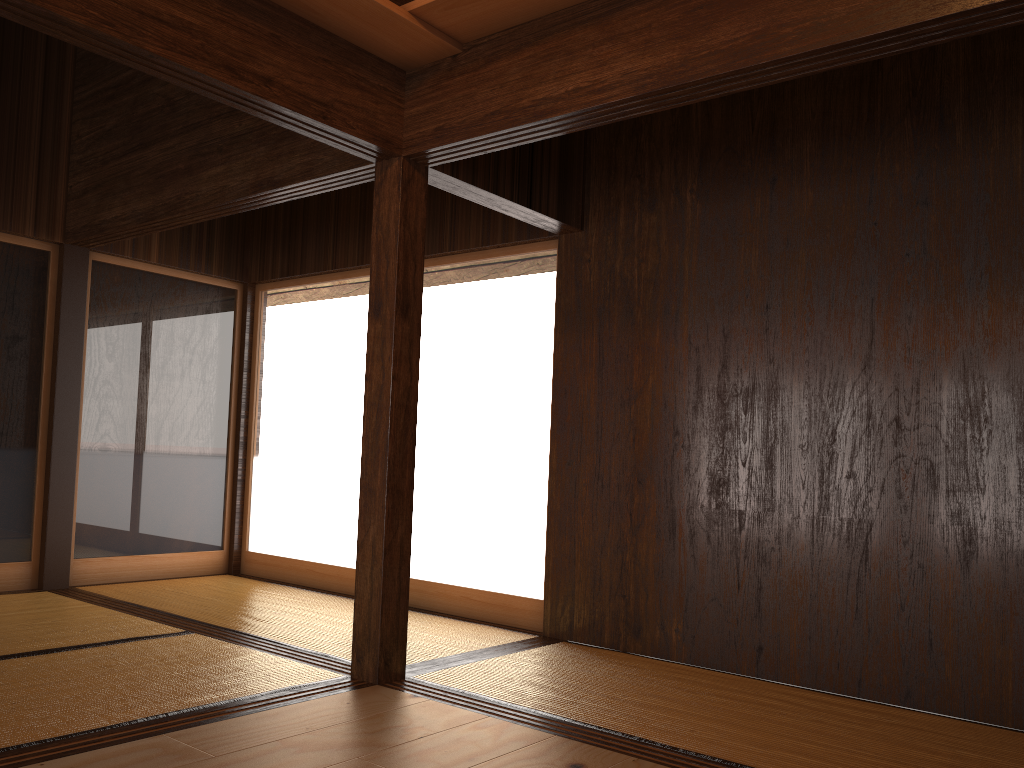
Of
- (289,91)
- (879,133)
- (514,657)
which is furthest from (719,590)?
(289,91)

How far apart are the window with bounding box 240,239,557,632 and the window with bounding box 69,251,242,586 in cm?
13

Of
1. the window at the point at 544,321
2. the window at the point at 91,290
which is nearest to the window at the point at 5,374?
the window at the point at 91,290

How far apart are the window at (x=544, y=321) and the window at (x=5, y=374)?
1.3m

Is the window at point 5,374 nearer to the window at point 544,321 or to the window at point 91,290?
the window at point 91,290

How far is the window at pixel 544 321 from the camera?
4.67m

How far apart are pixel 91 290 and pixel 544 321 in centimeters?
281cm

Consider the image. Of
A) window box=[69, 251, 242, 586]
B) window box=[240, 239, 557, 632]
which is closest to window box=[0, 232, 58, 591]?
window box=[69, 251, 242, 586]

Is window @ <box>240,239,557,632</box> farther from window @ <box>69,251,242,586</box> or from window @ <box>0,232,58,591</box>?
window @ <box>0,232,58,591</box>

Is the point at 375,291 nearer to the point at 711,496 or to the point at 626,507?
the point at 626,507
